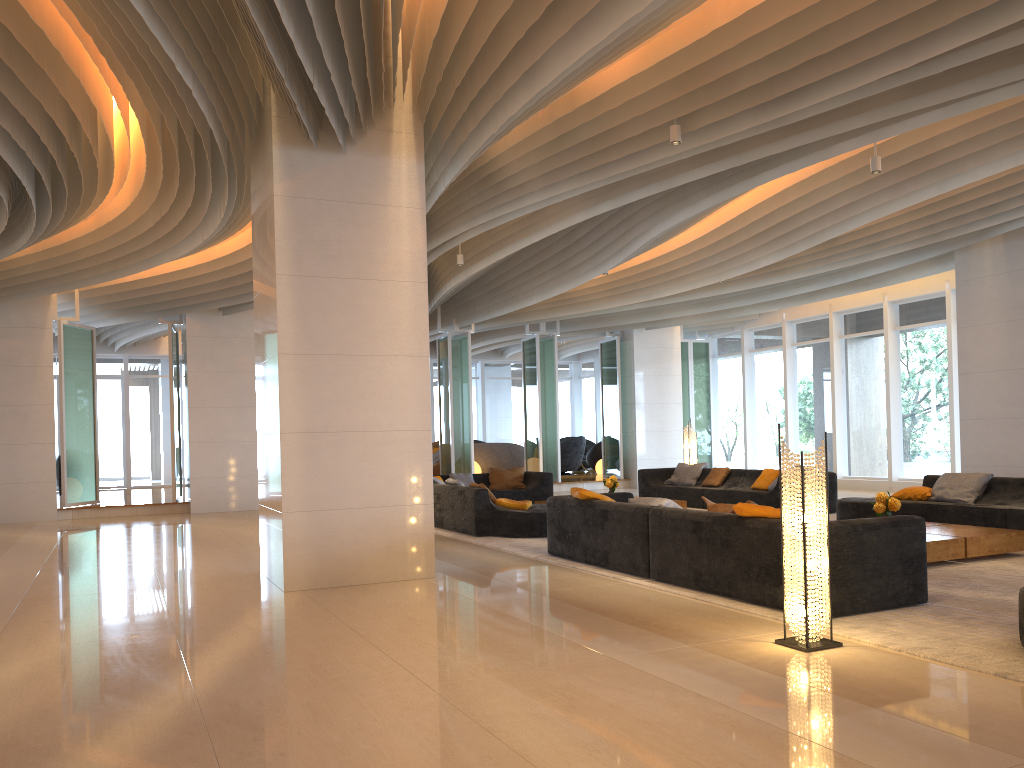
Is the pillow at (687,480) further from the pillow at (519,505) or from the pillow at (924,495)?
the pillow at (519,505)

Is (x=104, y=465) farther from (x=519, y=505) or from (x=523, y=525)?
(x=523, y=525)

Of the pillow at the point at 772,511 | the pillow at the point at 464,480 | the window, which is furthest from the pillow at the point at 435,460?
the pillow at the point at 772,511

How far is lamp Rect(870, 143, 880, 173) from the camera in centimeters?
806cm

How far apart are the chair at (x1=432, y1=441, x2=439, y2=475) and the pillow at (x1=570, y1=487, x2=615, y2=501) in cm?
1248

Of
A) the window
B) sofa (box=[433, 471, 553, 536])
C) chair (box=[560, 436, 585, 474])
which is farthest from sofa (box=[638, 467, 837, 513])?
chair (box=[560, 436, 585, 474])

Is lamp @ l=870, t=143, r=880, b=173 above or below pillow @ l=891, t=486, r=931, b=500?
above

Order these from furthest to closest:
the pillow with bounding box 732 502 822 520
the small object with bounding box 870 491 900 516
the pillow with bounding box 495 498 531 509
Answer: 1. the pillow with bounding box 495 498 531 509
2. the small object with bounding box 870 491 900 516
3. the pillow with bounding box 732 502 822 520

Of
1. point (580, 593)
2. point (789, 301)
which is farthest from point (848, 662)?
point (789, 301)

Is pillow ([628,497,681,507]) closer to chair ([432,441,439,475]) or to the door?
chair ([432,441,439,475])
